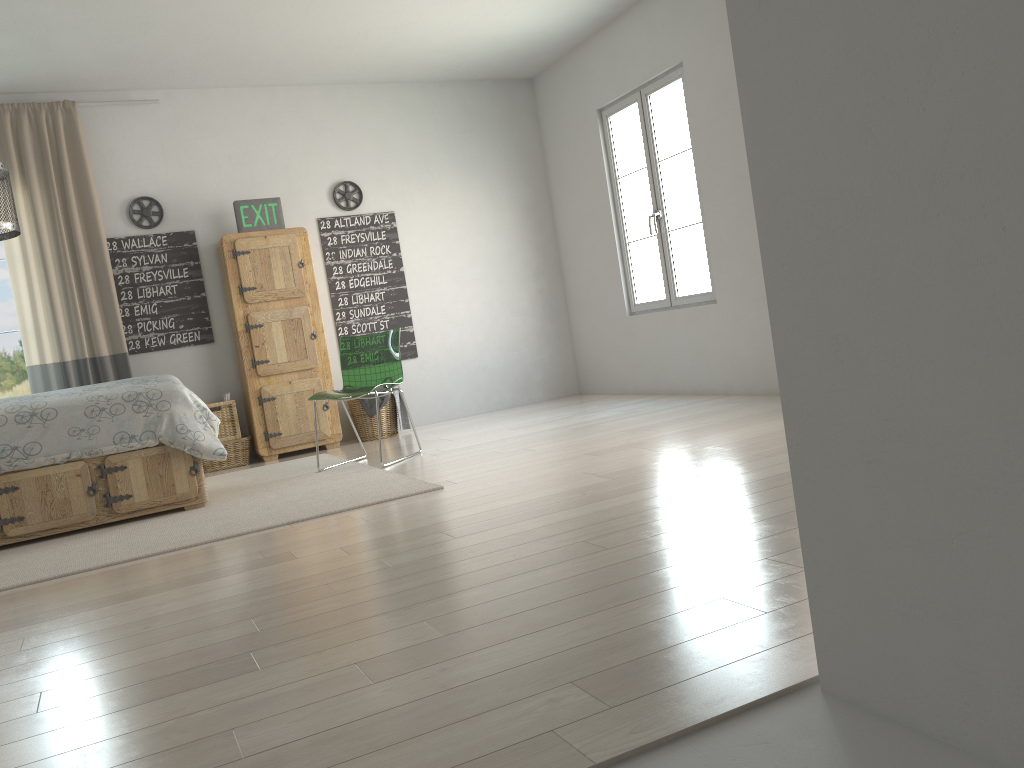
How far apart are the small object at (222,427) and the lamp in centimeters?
249cm

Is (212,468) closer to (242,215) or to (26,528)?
(242,215)

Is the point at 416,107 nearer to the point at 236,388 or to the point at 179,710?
the point at 236,388

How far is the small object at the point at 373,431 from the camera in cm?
641

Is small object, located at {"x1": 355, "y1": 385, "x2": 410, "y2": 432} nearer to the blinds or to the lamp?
the blinds

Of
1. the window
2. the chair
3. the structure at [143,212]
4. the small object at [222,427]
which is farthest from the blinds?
the chair

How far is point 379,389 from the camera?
5.07m

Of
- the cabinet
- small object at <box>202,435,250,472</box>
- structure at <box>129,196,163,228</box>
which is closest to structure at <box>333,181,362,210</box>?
the cabinet

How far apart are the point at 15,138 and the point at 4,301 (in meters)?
1.05

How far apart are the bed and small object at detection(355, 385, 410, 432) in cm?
193
